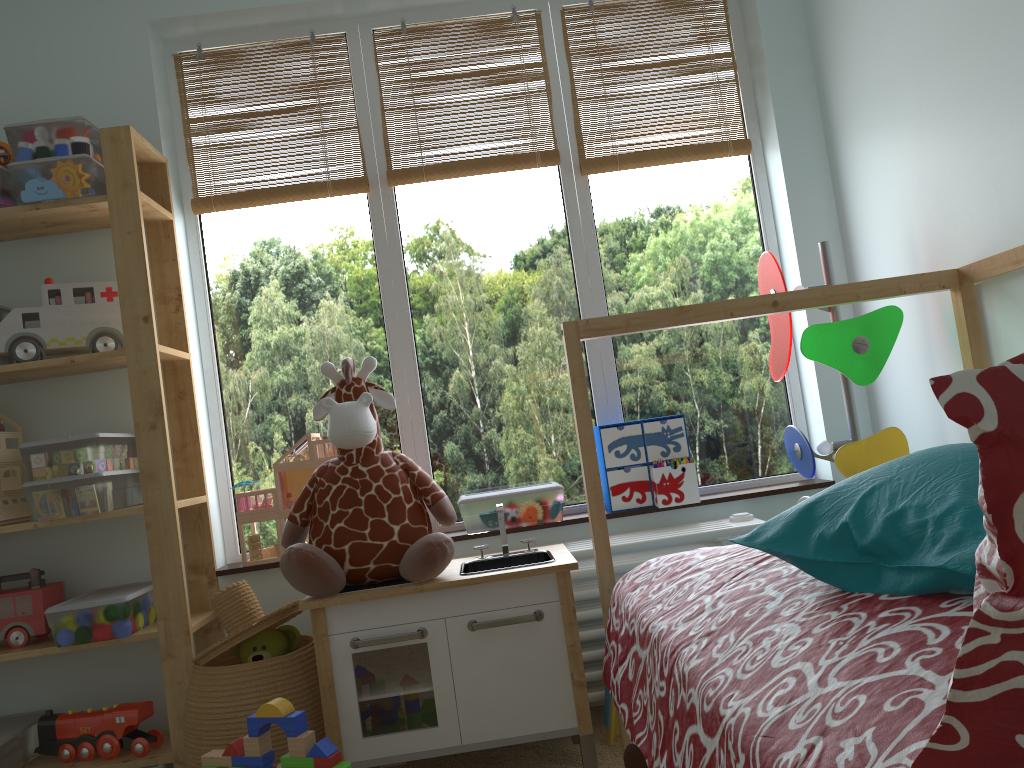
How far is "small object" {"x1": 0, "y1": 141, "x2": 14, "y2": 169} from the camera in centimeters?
A: 226cm

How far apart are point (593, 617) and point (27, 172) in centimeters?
176cm

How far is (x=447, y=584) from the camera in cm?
186

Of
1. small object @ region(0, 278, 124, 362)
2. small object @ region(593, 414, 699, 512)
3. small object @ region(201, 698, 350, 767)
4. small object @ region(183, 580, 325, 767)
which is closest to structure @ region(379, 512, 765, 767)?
small object @ region(593, 414, 699, 512)

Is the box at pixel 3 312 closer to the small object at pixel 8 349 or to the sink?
the small object at pixel 8 349

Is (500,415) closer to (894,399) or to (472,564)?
(472,564)

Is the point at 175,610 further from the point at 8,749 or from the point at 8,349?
the point at 8,349

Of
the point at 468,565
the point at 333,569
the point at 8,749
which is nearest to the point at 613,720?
the point at 468,565

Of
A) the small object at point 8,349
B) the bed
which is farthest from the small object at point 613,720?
the small object at point 8,349

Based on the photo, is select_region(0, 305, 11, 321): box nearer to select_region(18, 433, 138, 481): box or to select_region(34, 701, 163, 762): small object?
select_region(18, 433, 138, 481): box
